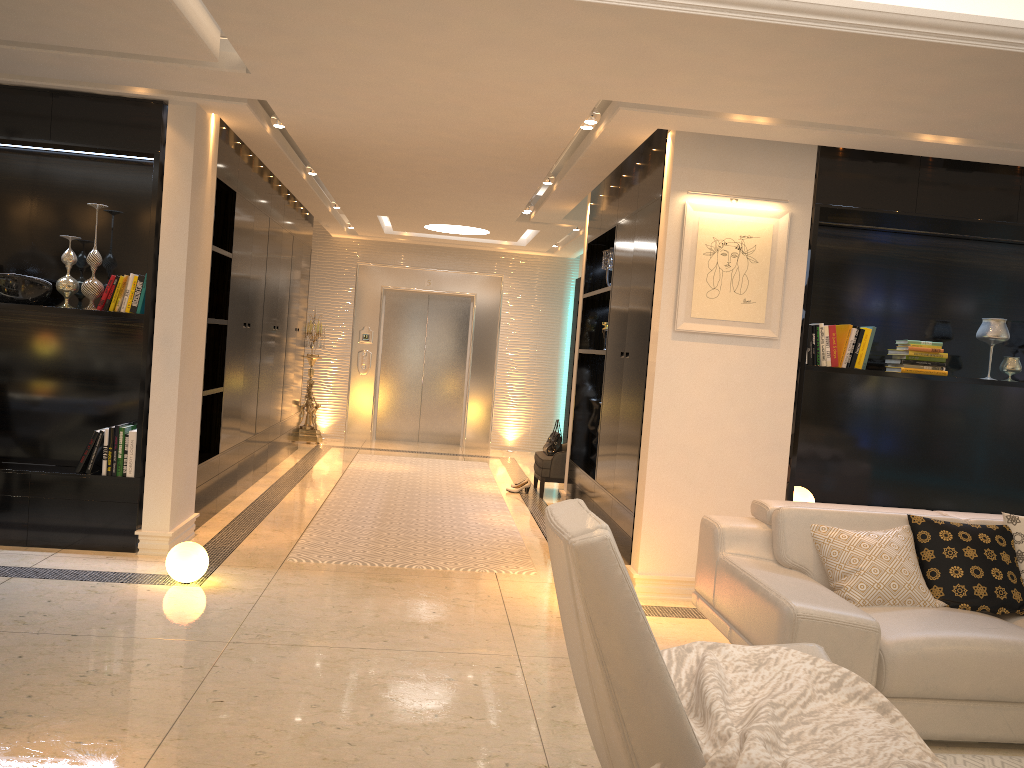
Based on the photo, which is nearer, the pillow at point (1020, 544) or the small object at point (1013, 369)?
the pillow at point (1020, 544)

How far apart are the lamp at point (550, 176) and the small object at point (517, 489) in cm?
297

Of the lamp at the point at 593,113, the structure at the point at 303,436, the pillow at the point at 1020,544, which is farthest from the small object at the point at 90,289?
the structure at the point at 303,436

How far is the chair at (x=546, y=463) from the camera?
8.2m

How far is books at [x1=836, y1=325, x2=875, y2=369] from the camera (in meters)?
5.24

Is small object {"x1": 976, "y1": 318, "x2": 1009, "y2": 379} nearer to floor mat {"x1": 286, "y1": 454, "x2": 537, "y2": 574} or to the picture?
the picture

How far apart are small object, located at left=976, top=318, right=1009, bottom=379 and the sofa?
1.6 meters

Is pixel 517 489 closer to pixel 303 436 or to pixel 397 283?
pixel 303 436

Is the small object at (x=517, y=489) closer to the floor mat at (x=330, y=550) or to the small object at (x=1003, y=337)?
the floor mat at (x=330, y=550)

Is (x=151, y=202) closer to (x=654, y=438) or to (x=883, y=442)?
(x=654, y=438)
